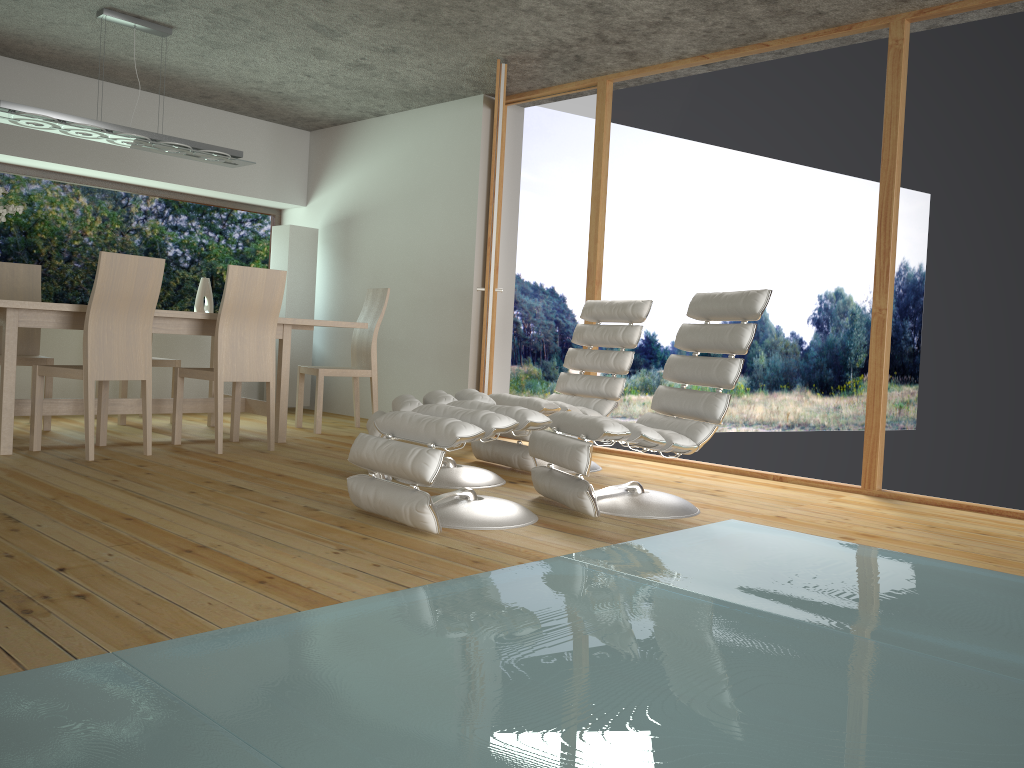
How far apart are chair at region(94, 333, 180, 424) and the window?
1.4m

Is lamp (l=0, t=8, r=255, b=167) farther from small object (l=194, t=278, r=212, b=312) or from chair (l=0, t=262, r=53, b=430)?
small object (l=194, t=278, r=212, b=312)

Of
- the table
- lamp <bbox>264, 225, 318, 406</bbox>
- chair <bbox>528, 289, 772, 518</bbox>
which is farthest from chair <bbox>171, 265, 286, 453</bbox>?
lamp <bbox>264, 225, 318, 406</bbox>

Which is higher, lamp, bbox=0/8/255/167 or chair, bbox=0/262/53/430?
lamp, bbox=0/8/255/167

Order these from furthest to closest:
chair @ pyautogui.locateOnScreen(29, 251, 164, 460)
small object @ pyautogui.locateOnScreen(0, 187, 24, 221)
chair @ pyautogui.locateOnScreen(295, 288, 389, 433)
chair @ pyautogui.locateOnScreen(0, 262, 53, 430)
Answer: chair @ pyautogui.locateOnScreen(295, 288, 389, 433), chair @ pyautogui.locateOnScreen(0, 262, 53, 430), small object @ pyautogui.locateOnScreen(0, 187, 24, 221), chair @ pyautogui.locateOnScreen(29, 251, 164, 460)

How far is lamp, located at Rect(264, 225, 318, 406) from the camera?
7.28m

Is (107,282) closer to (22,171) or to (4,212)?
(4,212)

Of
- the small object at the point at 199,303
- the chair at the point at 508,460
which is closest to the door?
the chair at the point at 508,460

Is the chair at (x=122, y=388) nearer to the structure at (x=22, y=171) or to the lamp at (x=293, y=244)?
the lamp at (x=293, y=244)

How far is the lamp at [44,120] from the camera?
4.70m
